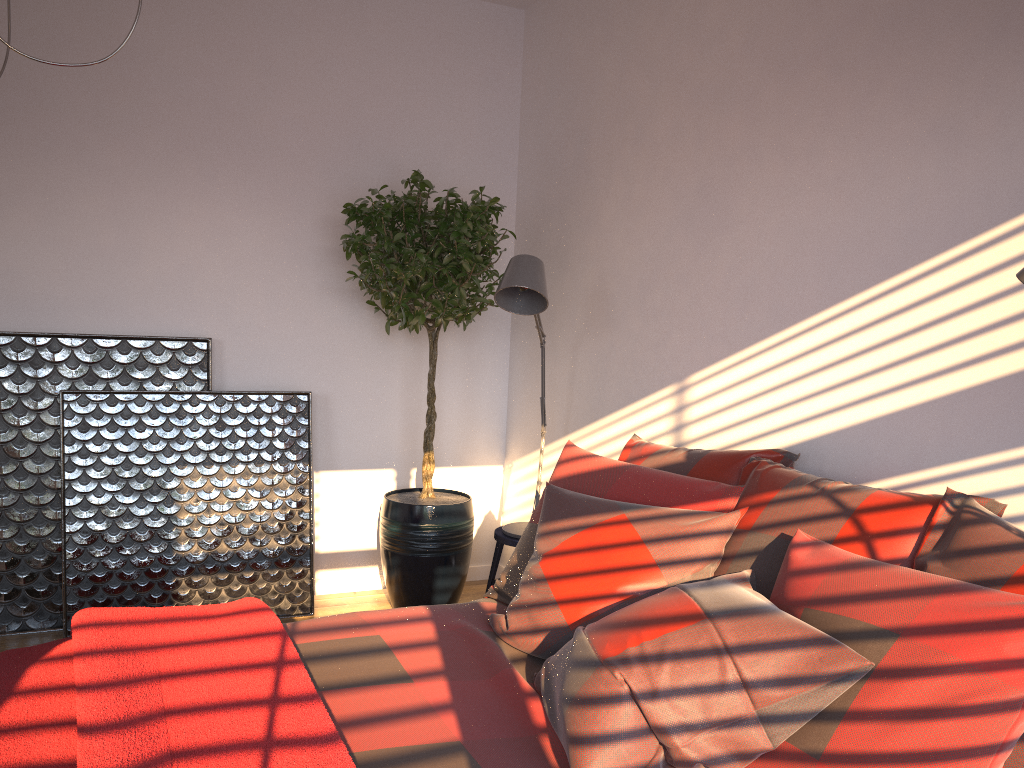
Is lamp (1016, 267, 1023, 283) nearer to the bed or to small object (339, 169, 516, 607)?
the bed

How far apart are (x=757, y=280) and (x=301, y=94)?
2.3 meters

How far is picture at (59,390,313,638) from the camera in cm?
364

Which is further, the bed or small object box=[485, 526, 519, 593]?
small object box=[485, 526, 519, 593]

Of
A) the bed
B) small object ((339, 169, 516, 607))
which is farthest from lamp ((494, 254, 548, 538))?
the bed

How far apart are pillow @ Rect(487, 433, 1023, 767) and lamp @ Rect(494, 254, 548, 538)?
0.59m

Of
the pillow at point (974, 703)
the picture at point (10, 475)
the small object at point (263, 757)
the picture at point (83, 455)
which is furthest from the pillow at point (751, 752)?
the picture at point (10, 475)

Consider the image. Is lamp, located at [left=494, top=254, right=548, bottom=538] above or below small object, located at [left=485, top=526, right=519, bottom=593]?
above

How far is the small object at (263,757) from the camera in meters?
1.5

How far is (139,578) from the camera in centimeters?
370cm
